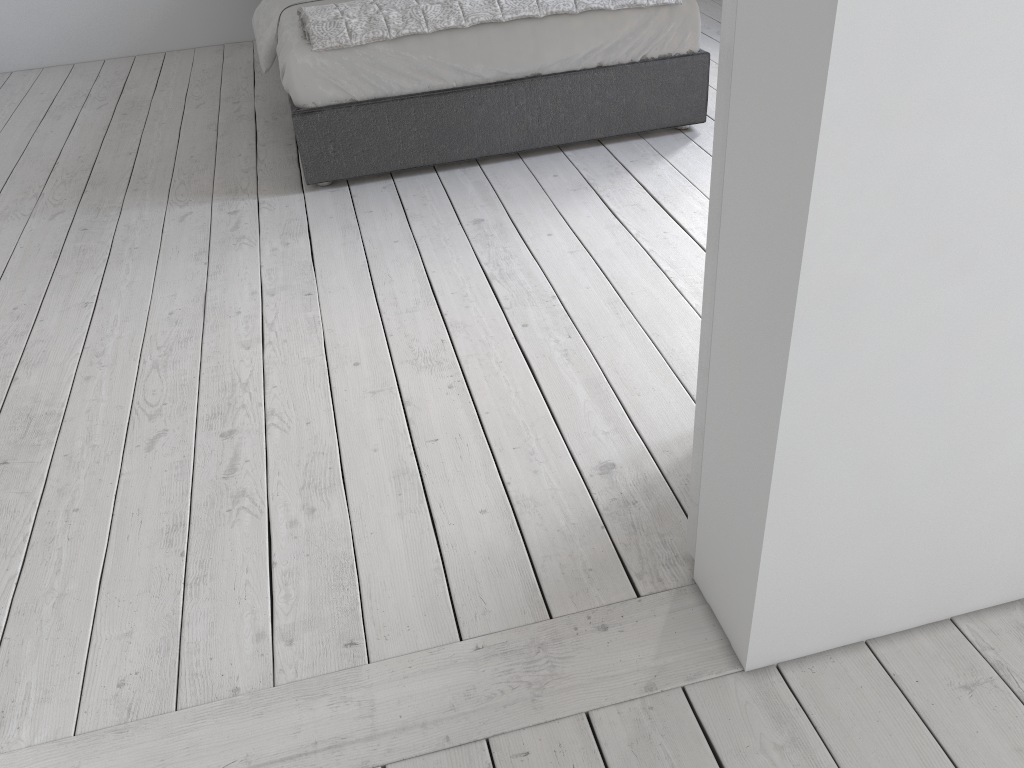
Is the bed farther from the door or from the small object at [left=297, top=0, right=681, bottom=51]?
the door

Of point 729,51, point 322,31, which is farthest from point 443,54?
point 729,51

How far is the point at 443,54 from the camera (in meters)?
3.23

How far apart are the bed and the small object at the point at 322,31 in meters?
0.0 m

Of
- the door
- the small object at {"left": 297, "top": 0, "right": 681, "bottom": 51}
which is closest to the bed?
the small object at {"left": 297, "top": 0, "right": 681, "bottom": 51}

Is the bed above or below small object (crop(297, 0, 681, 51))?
below

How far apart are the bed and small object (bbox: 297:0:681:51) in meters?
0.0

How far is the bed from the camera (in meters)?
3.23

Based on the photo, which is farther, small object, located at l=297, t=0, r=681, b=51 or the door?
small object, located at l=297, t=0, r=681, b=51

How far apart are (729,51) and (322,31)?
2.3 meters
